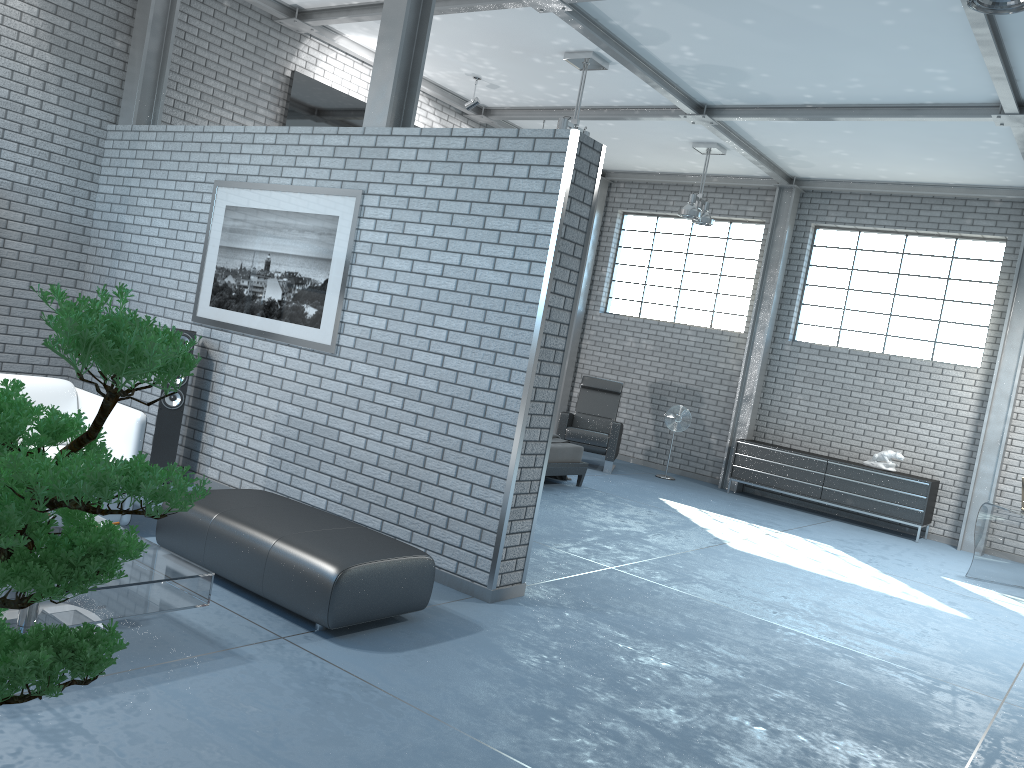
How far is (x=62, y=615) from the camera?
3.02m

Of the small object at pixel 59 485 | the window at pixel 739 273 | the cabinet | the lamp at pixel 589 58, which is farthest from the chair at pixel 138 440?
the window at pixel 739 273

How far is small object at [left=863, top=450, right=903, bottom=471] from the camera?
10.0 meters

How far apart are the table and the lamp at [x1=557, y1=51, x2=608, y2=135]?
5.5 meters

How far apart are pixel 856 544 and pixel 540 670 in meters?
6.0 m

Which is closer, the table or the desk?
the table

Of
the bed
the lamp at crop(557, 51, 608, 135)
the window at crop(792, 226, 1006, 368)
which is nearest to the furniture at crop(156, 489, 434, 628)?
the bed

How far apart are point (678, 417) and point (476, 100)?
4.61m

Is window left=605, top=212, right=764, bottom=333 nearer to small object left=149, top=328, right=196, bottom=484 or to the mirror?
the mirror

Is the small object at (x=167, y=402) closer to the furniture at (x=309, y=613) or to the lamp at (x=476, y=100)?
the furniture at (x=309, y=613)
